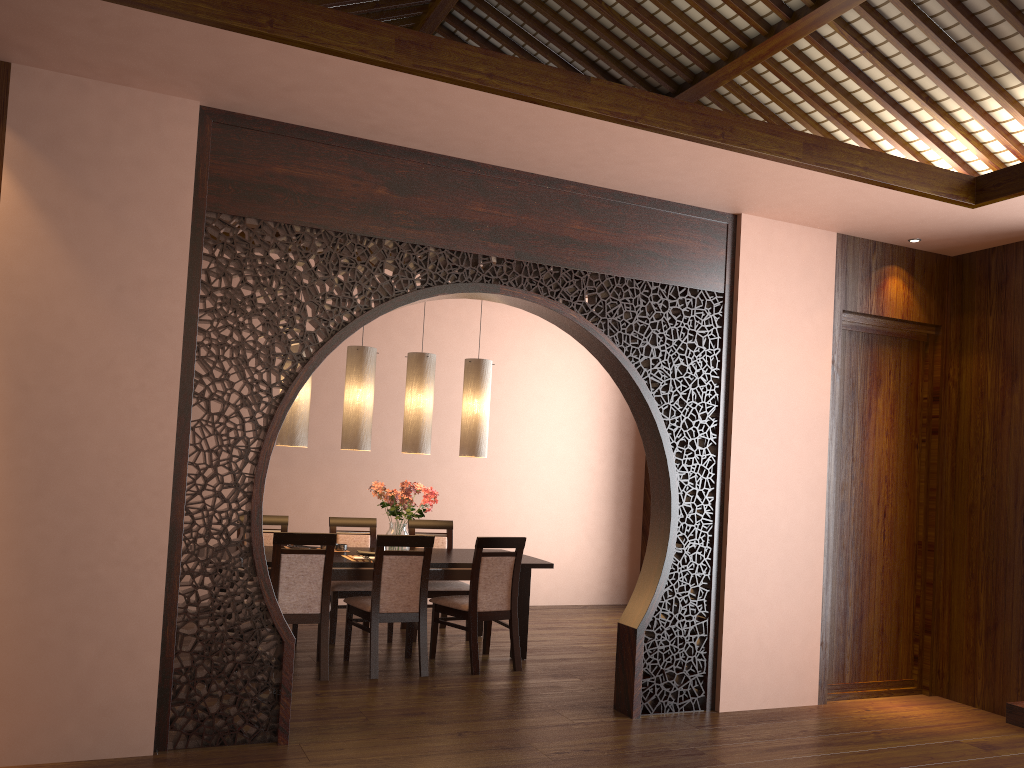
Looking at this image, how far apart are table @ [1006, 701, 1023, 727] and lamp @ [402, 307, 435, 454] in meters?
3.8 m

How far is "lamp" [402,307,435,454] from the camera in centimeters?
607cm

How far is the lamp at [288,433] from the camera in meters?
5.7 m

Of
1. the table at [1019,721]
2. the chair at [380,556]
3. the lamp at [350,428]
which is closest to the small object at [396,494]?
the lamp at [350,428]

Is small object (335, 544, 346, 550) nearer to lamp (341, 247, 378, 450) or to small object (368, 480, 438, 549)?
small object (368, 480, 438, 549)

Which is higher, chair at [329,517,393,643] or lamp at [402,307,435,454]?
lamp at [402,307,435,454]

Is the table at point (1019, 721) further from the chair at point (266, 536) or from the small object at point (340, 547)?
the chair at point (266, 536)

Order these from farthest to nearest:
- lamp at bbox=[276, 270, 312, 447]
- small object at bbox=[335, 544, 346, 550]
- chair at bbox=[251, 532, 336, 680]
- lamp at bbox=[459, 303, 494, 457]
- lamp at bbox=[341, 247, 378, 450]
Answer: lamp at bbox=[459, 303, 494, 457]
small object at bbox=[335, 544, 346, 550]
lamp at bbox=[341, 247, 378, 450]
lamp at bbox=[276, 270, 312, 447]
chair at bbox=[251, 532, 336, 680]

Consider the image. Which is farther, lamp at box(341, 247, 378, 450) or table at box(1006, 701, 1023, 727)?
lamp at box(341, 247, 378, 450)

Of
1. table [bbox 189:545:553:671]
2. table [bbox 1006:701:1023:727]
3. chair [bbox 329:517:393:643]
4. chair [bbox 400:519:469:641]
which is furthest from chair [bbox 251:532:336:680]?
table [bbox 1006:701:1023:727]
